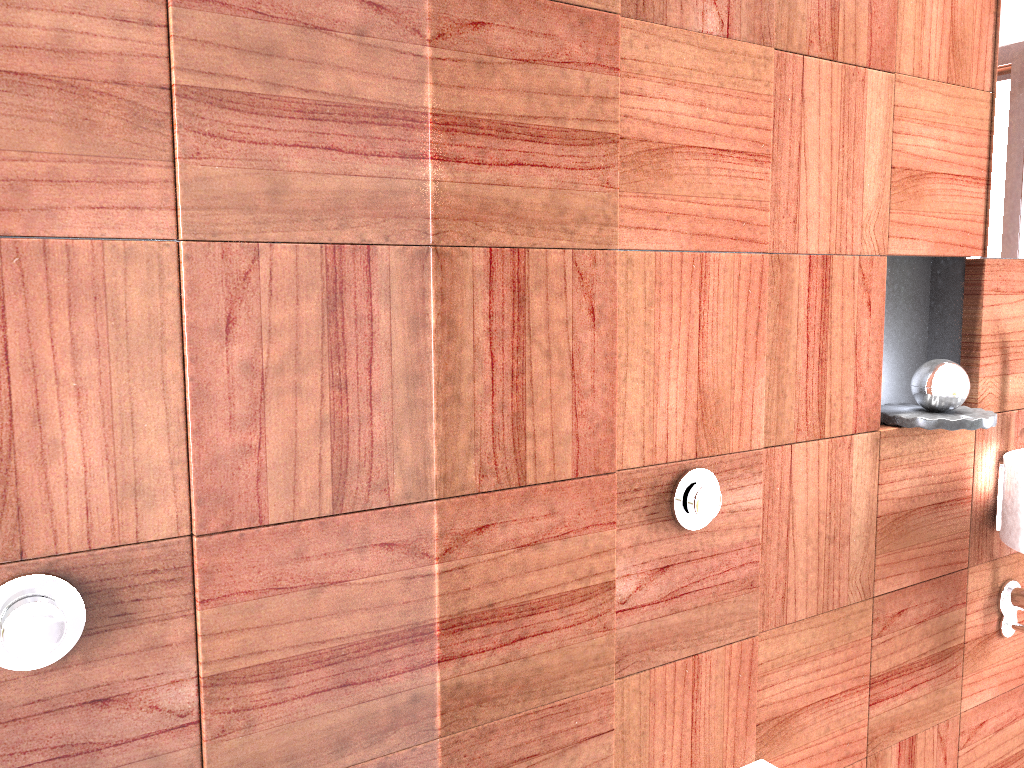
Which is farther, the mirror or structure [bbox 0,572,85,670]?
structure [bbox 0,572,85,670]

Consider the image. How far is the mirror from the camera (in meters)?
0.53

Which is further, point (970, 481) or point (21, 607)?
point (21, 607)

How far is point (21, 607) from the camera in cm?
85

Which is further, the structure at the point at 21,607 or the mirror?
the structure at the point at 21,607

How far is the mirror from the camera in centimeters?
53cm

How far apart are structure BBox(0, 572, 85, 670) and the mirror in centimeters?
41cm

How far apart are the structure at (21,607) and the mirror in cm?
41

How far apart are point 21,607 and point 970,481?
0.8m
